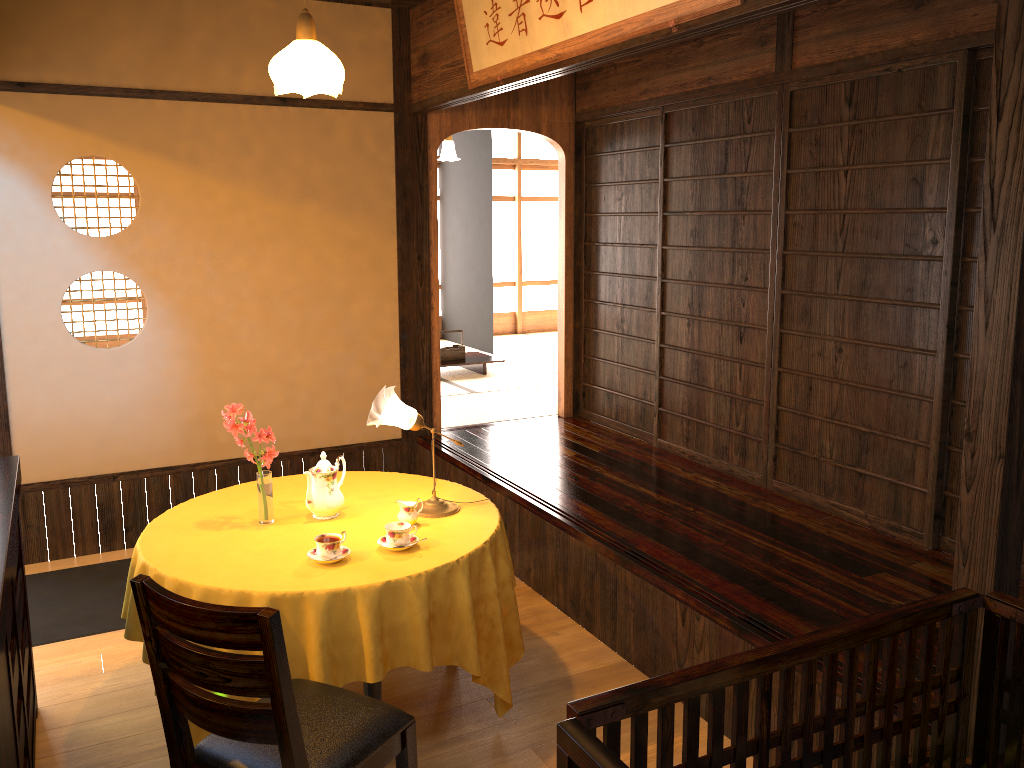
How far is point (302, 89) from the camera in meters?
3.1 m

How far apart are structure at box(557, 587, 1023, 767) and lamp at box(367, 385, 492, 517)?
1.73m

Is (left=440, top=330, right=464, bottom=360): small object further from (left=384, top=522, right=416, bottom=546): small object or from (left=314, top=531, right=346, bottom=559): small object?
(left=314, top=531, right=346, bottom=559): small object

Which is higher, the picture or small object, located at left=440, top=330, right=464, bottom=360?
the picture

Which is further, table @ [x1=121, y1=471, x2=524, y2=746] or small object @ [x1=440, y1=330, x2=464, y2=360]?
small object @ [x1=440, y1=330, x2=464, y2=360]

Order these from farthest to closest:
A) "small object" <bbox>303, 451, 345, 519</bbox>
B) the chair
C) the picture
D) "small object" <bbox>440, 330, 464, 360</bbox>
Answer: "small object" <bbox>440, 330, 464, 360</bbox>
"small object" <bbox>303, 451, 345, 519</bbox>
the picture
the chair

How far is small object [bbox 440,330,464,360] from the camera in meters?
7.9

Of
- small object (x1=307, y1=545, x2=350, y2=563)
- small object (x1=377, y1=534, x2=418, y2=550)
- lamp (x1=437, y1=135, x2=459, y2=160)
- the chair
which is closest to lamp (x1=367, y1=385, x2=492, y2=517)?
small object (x1=377, y1=534, x2=418, y2=550)

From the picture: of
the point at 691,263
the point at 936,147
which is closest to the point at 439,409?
the point at 691,263

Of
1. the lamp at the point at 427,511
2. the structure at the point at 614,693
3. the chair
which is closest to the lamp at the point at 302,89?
the lamp at the point at 427,511
